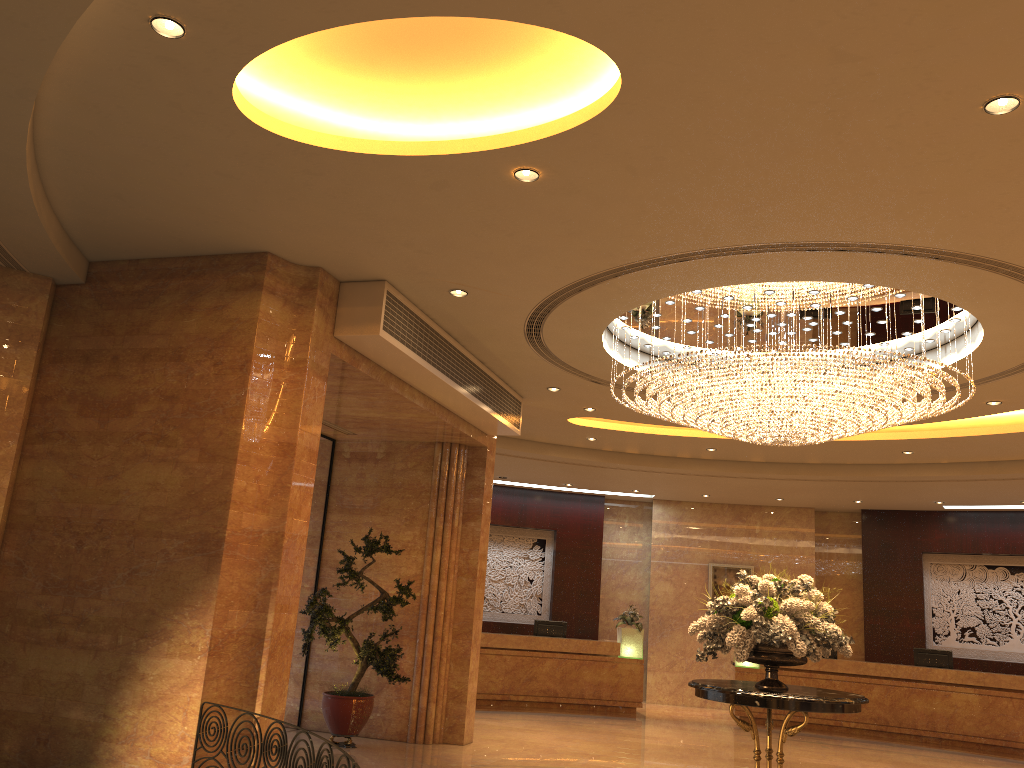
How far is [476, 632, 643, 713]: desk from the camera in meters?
14.8

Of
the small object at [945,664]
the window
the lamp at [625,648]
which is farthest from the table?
the small object at [945,664]

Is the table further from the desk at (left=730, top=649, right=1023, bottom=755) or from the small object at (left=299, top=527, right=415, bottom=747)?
the desk at (left=730, top=649, right=1023, bottom=755)

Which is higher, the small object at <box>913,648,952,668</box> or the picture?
the picture

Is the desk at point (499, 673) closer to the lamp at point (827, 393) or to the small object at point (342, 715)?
the small object at point (342, 715)

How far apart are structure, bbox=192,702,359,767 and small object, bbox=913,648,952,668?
12.7m

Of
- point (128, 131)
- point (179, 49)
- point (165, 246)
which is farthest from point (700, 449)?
point (179, 49)

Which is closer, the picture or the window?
the window

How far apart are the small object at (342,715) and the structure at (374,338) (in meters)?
1.71

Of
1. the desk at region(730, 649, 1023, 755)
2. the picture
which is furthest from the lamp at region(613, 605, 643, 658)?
the picture
